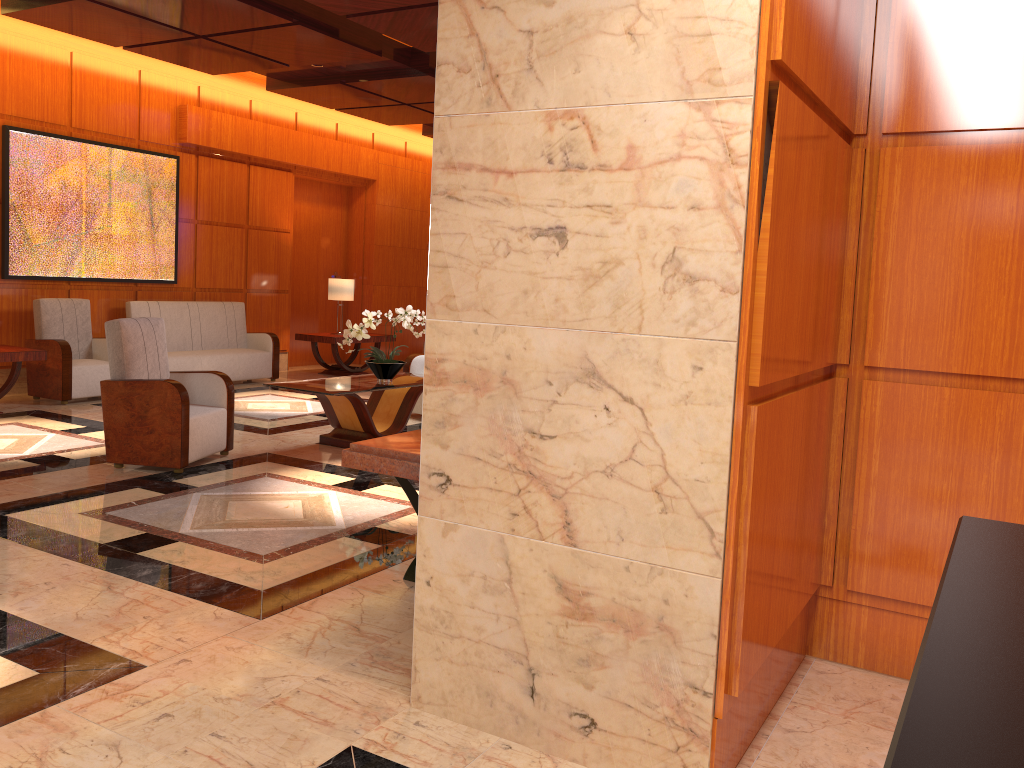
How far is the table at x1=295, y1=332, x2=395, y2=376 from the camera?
11.2m

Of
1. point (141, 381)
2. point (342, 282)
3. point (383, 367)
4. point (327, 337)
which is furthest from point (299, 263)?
point (141, 381)

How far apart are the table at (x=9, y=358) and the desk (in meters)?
8.22

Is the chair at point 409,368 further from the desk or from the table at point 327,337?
the desk

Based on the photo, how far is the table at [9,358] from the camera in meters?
7.5

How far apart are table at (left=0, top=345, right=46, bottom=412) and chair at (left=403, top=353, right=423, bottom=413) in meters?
3.2 m

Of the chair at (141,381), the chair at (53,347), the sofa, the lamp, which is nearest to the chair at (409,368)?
the chair at (141,381)

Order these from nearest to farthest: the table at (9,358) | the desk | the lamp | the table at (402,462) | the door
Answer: the desk
the table at (402,462)
the table at (9,358)
the lamp
the door

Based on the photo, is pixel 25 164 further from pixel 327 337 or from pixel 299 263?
pixel 299 263

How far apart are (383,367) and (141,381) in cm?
188
